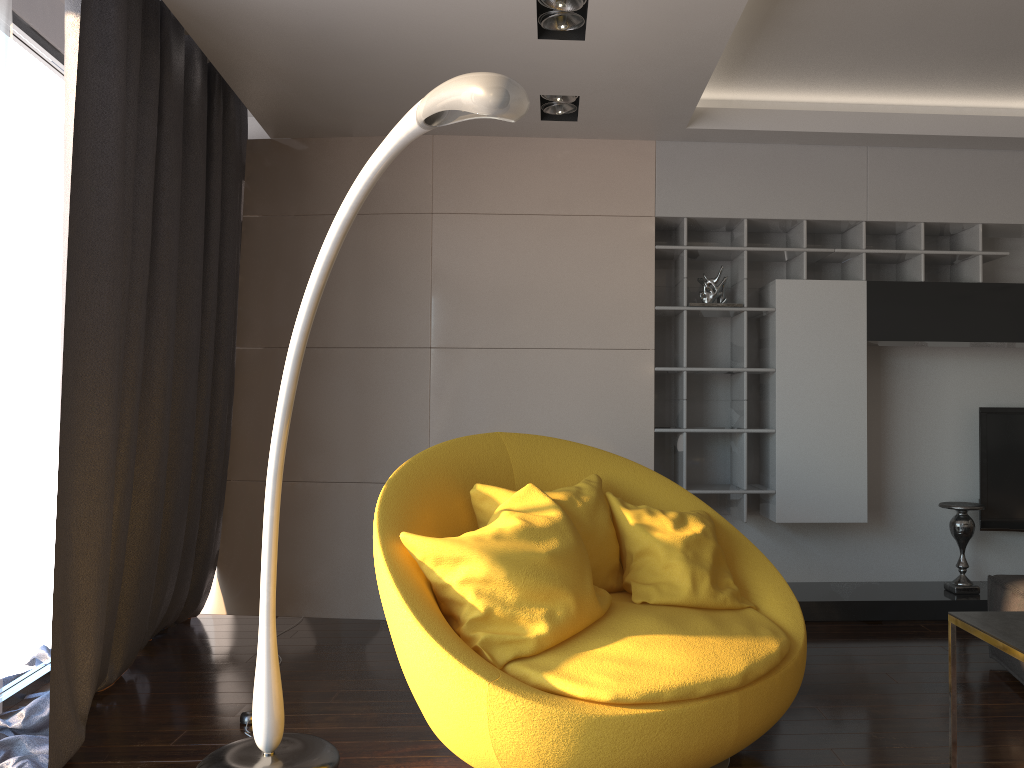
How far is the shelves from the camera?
4.5m

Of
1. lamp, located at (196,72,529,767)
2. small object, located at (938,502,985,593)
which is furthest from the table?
small object, located at (938,502,985,593)

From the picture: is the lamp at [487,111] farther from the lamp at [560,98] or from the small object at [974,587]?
the small object at [974,587]

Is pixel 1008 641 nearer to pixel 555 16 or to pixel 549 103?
pixel 555 16

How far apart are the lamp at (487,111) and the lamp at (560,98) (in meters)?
2.00

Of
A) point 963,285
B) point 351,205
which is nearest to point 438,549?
point 351,205

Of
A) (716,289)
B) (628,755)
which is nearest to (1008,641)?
(628,755)

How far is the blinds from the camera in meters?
2.9

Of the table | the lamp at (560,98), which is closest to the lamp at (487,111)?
the table

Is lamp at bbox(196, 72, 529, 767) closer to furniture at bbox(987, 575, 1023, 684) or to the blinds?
the blinds
